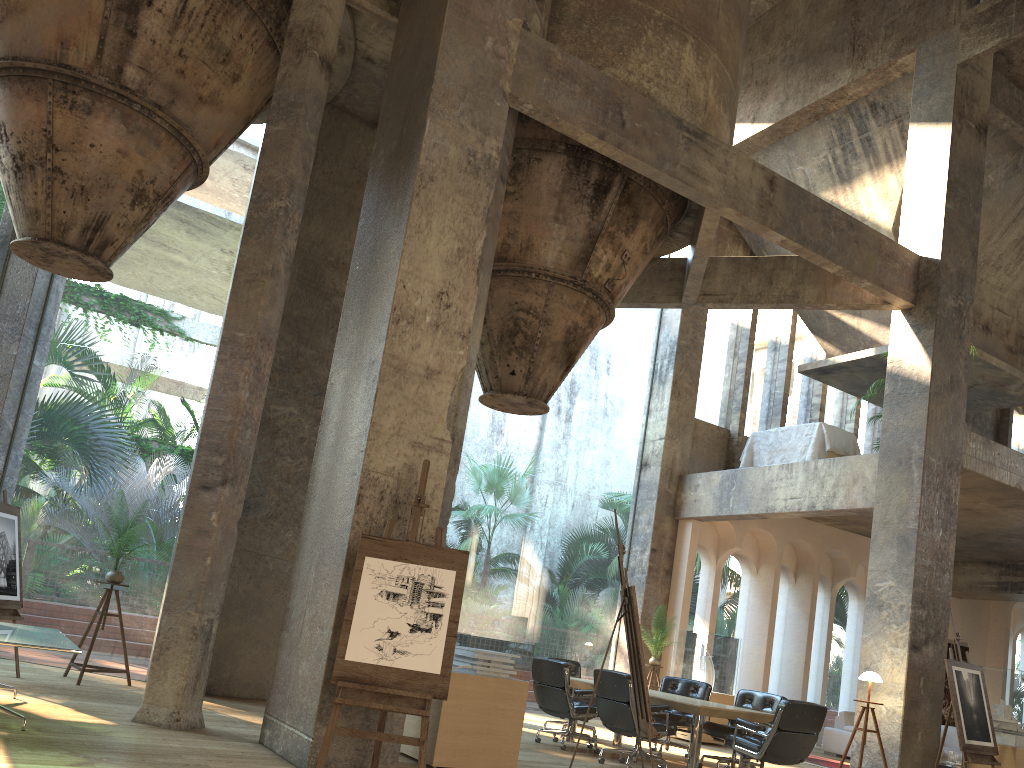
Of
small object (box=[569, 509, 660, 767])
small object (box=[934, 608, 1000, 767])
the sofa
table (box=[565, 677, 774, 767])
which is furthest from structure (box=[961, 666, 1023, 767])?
small object (box=[569, 509, 660, 767])

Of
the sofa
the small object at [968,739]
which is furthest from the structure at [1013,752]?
the sofa

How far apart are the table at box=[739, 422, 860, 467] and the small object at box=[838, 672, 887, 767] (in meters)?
3.92

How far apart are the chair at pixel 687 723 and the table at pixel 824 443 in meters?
4.1

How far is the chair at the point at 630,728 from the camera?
7.82m

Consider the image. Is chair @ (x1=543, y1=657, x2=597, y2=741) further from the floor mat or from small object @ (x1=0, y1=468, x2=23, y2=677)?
small object @ (x1=0, y1=468, x2=23, y2=677)

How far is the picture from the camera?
17.06m

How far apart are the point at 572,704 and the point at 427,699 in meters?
4.1 m

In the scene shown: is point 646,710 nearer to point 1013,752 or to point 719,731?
point 719,731

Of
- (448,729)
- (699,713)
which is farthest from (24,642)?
(699,713)
